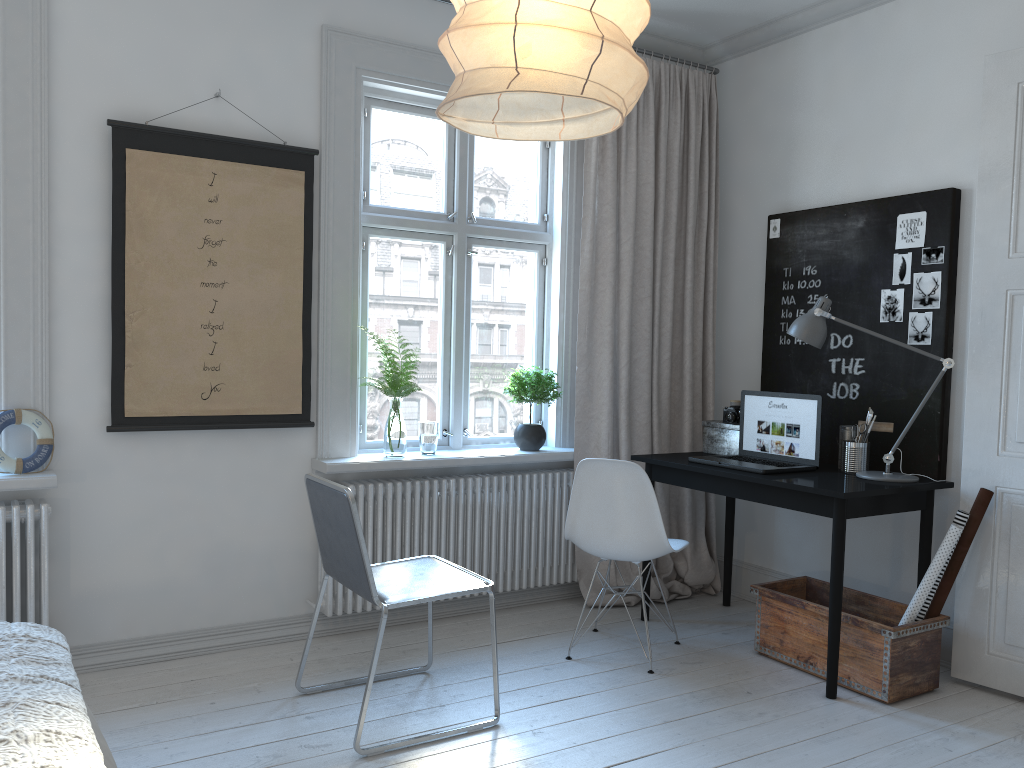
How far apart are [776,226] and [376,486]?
2.3 meters

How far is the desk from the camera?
3.2m

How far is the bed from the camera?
1.6m

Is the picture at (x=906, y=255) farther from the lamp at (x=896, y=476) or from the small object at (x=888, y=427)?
the small object at (x=888, y=427)

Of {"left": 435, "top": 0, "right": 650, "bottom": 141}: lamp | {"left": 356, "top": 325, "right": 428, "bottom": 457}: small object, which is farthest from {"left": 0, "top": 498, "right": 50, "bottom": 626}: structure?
{"left": 435, "top": 0, "right": 650, "bottom": 141}: lamp

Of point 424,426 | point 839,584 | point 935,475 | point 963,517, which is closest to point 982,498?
point 963,517

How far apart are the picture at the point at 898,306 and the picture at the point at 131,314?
2.4 meters

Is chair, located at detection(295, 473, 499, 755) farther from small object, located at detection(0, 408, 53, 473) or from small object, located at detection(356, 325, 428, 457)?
small object, located at detection(0, 408, 53, 473)

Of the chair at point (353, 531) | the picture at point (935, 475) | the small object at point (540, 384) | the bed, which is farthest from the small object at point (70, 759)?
the picture at point (935, 475)

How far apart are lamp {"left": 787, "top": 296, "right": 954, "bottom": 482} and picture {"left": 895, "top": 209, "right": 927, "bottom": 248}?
0.47m
